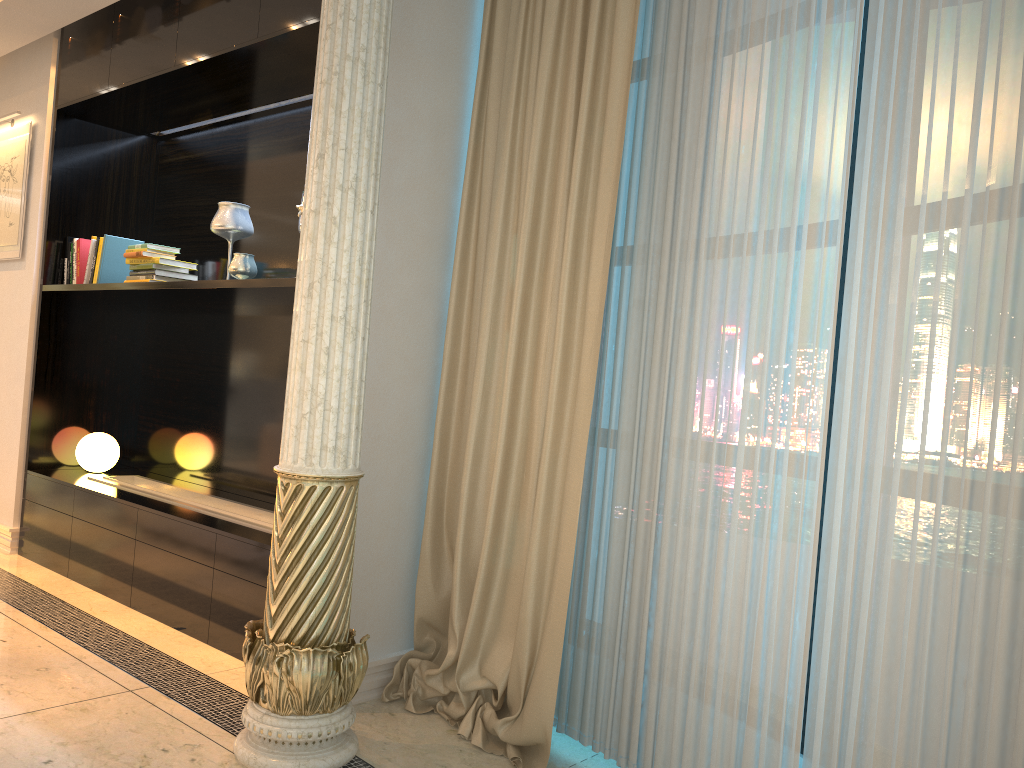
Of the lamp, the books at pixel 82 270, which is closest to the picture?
the books at pixel 82 270

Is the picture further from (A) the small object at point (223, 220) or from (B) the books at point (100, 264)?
(A) the small object at point (223, 220)

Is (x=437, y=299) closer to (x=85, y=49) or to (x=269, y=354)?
(x=269, y=354)

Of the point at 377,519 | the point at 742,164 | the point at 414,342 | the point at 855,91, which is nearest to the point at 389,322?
the point at 414,342

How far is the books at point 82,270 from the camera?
4.5 meters

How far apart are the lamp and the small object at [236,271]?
1.47m

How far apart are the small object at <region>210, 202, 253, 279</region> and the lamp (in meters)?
1.47

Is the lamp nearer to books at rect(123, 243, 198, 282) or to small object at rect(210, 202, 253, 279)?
books at rect(123, 243, 198, 282)

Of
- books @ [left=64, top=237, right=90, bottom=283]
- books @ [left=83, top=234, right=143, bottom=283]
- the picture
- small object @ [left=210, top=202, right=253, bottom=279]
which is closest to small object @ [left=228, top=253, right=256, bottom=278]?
small object @ [left=210, top=202, right=253, bottom=279]

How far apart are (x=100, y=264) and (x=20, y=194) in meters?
0.8
